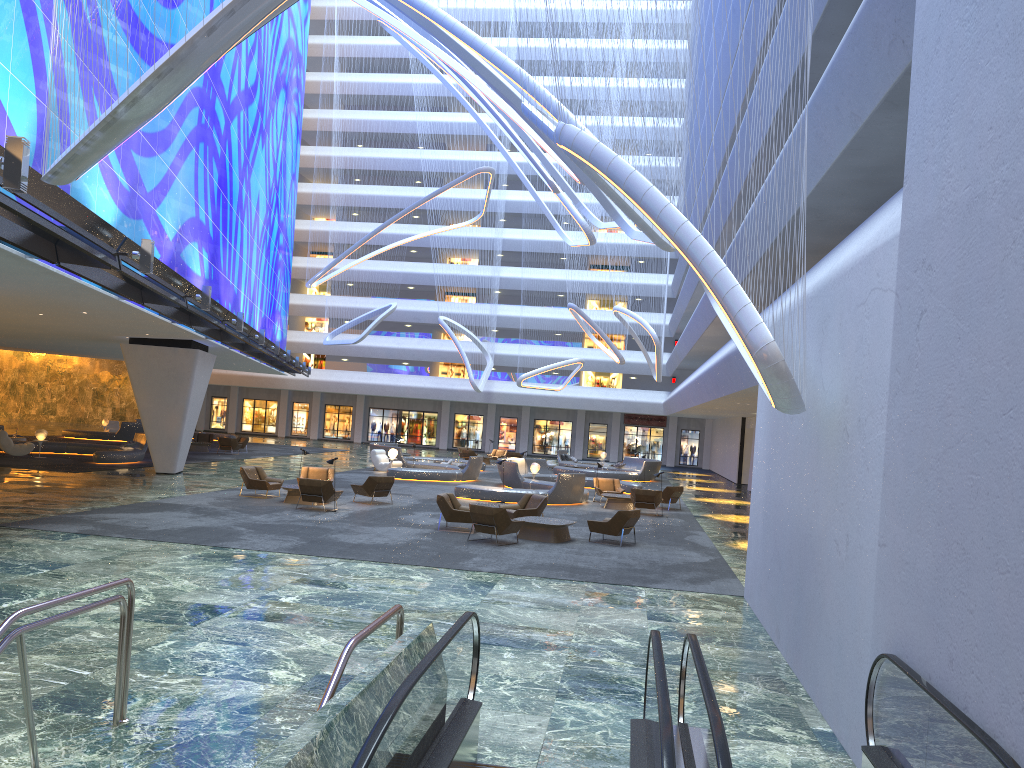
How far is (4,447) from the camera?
30.2 meters

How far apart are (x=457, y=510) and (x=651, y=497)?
8.21m

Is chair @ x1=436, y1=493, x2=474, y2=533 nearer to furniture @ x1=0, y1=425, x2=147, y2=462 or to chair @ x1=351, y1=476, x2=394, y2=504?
chair @ x1=351, y1=476, x2=394, y2=504

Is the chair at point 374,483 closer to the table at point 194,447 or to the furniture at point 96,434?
the table at point 194,447

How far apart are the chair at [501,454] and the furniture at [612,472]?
3.56m

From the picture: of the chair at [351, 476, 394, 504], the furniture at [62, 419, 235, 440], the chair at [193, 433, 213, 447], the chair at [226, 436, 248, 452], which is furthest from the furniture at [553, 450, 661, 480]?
the furniture at [62, 419, 235, 440]

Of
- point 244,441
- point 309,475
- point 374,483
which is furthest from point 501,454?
point 374,483

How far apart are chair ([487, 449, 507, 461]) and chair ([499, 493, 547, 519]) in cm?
2728

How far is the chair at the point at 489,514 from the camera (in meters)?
17.17

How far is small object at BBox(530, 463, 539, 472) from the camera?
31.5m
